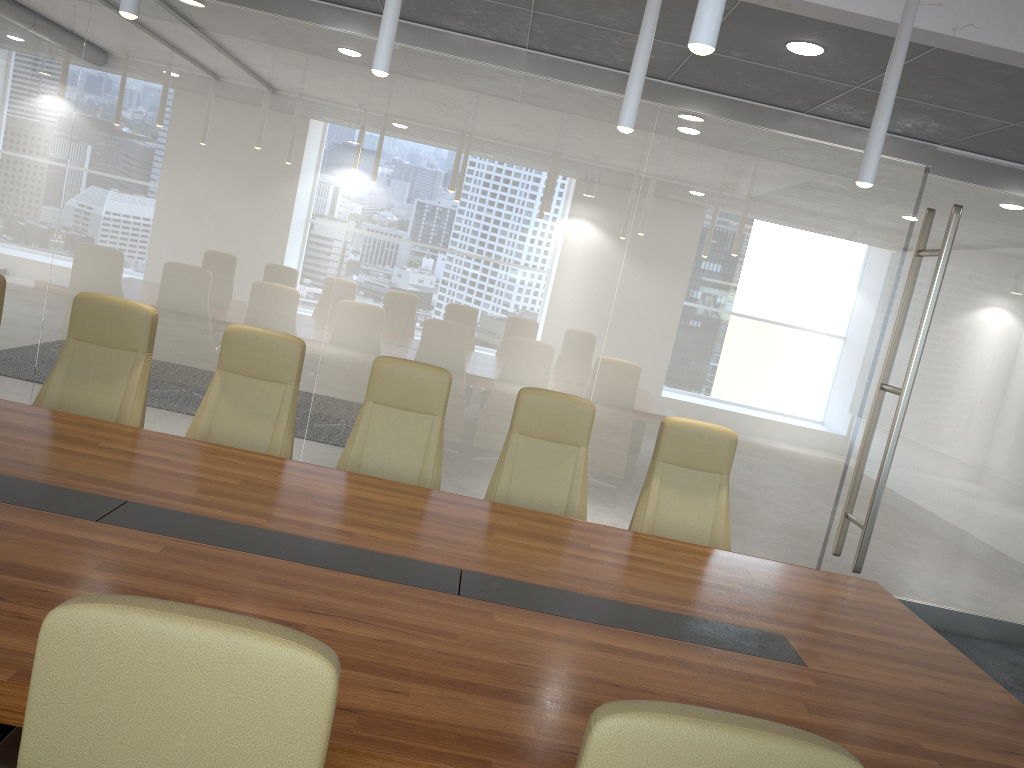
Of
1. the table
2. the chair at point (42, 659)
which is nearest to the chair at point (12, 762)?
the table

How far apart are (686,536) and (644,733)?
3.6m

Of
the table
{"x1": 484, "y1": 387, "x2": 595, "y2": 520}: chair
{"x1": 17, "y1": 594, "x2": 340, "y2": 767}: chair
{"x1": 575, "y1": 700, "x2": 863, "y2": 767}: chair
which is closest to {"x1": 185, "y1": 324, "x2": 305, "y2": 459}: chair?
the table

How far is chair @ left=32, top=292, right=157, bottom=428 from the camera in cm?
460

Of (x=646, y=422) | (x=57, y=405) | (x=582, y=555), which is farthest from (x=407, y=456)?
(x=646, y=422)

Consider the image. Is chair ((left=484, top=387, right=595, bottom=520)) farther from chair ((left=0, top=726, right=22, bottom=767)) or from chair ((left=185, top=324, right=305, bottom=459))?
chair ((left=0, top=726, right=22, bottom=767))

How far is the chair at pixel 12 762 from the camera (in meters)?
1.93

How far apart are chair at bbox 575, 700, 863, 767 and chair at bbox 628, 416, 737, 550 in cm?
344

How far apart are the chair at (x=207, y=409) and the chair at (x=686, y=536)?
1.87m

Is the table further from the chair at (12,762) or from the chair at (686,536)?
the chair at (686,536)
